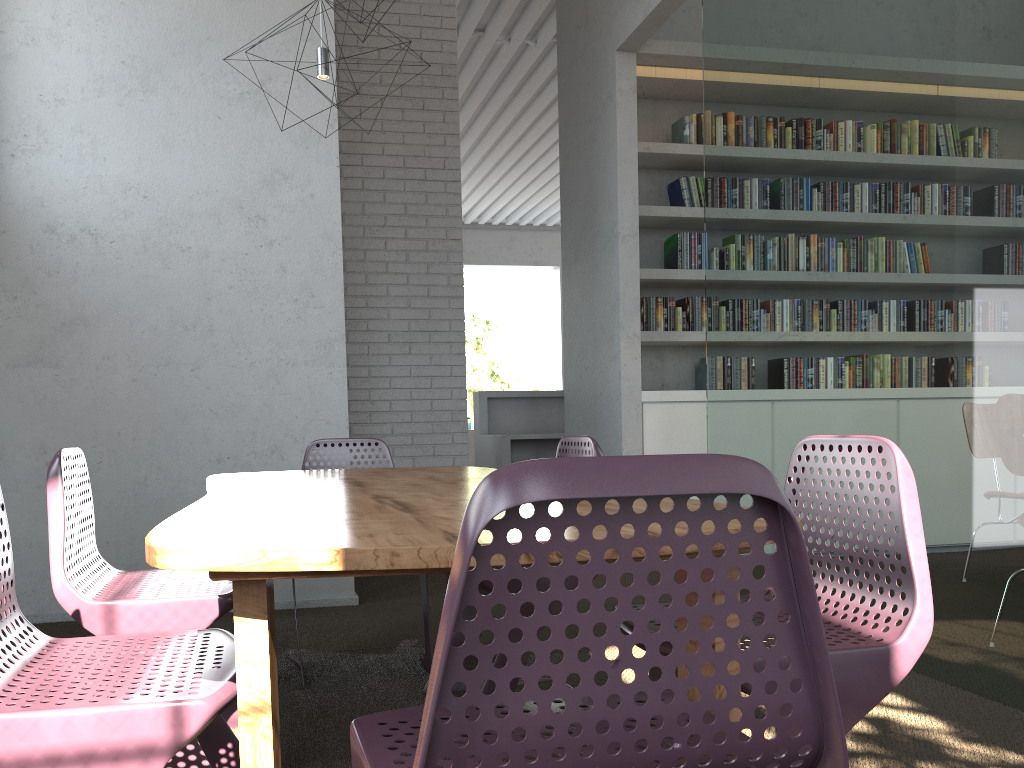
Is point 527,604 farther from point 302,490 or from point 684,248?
point 684,248

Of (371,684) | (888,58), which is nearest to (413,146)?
(888,58)
